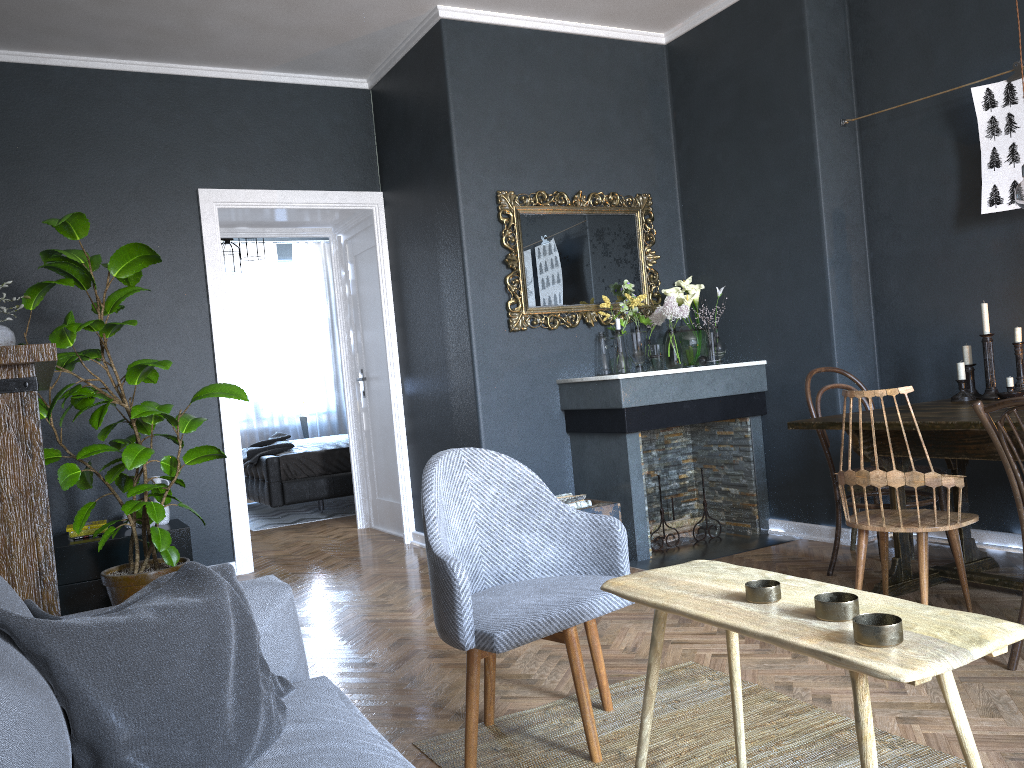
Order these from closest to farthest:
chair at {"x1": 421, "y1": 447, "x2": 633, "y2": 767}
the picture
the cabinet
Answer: chair at {"x1": 421, "y1": 447, "x2": 633, "y2": 767}, the picture, the cabinet

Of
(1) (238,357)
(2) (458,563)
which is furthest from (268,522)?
(2) (458,563)

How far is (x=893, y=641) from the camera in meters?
1.3

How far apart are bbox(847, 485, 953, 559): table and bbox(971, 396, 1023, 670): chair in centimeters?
154cm

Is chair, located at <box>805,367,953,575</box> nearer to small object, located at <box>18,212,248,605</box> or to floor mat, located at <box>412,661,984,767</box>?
floor mat, located at <box>412,661,984,767</box>

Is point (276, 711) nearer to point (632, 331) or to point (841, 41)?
point (632, 331)

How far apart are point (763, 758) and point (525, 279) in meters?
3.2 m

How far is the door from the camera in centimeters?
612cm

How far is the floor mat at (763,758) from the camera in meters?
2.2

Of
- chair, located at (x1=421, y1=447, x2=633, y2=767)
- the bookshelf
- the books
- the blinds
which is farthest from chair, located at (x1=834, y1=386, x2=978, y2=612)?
the blinds
